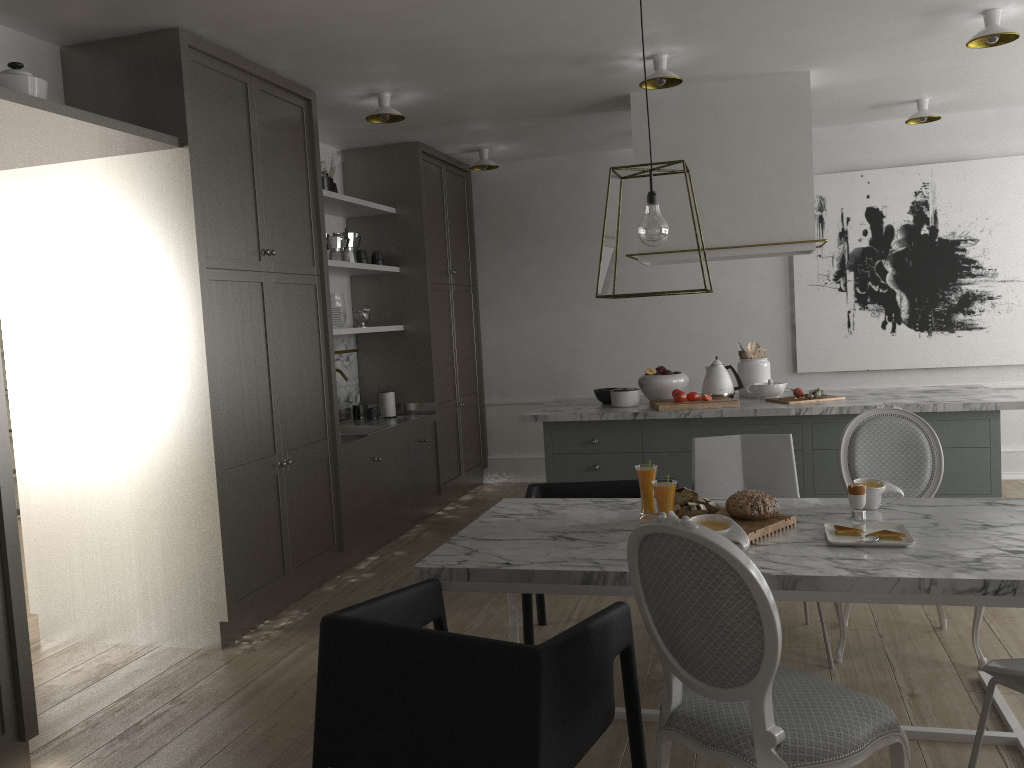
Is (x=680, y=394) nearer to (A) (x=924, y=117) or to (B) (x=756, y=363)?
(B) (x=756, y=363)

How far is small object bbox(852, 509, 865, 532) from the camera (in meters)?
2.41

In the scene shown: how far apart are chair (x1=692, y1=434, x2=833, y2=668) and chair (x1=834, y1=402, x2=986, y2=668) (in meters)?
0.18

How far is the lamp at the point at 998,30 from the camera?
3.59m

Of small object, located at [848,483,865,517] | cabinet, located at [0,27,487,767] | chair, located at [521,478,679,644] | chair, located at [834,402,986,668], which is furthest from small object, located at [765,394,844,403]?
cabinet, located at [0,27,487,767]

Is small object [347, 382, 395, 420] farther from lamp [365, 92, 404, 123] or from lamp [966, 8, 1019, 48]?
lamp [966, 8, 1019, 48]

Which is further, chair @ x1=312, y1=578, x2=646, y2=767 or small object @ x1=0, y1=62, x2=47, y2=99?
small object @ x1=0, y1=62, x2=47, y2=99

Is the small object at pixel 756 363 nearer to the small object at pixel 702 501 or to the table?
the table

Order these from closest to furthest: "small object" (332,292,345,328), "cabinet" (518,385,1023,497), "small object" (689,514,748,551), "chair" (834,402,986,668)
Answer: "small object" (689,514,748,551), "chair" (834,402,986,668), "cabinet" (518,385,1023,497), "small object" (332,292,345,328)

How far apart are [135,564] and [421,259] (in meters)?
2.75
